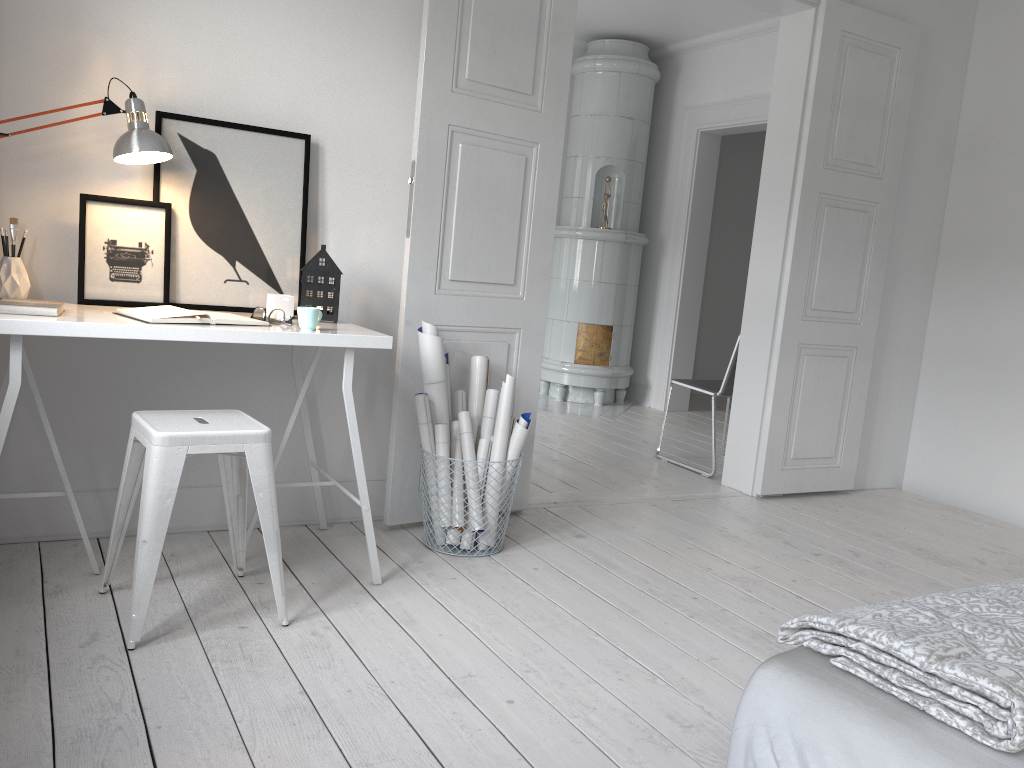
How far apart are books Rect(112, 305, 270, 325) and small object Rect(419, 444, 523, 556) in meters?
1.0

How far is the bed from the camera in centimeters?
101cm

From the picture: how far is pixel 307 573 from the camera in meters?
2.8 m

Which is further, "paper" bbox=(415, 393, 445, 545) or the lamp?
"paper" bbox=(415, 393, 445, 545)

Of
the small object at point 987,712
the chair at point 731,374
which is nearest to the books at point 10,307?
the small object at point 987,712

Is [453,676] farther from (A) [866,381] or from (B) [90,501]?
(A) [866,381]

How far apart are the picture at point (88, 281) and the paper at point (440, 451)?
0.98m

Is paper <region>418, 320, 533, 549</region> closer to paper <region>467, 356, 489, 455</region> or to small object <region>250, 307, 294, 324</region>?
paper <region>467, 356, 489, 455</region>

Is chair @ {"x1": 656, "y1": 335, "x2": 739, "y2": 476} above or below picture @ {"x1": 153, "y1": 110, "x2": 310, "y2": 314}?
below

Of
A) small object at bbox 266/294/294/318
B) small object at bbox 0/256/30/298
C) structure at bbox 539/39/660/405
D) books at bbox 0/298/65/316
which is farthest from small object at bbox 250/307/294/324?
structure at bbox 539/39/660/405
